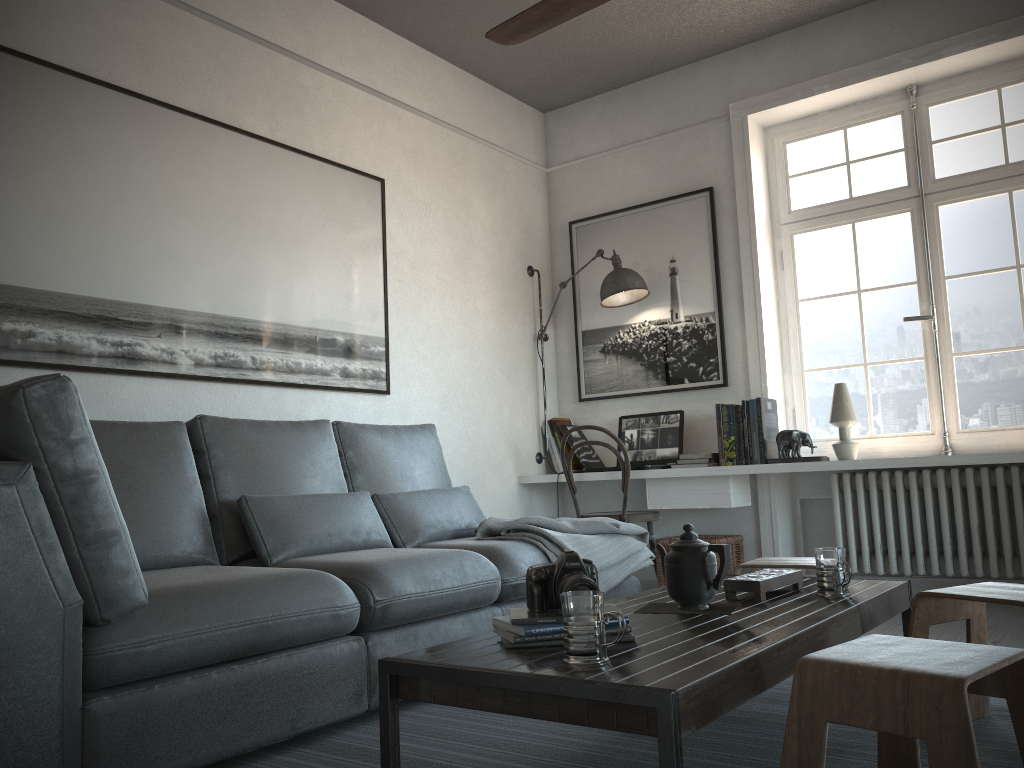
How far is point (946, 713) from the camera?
1.2m

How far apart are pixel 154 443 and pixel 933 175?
3.7m

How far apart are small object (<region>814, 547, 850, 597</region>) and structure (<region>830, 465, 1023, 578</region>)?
2.1m

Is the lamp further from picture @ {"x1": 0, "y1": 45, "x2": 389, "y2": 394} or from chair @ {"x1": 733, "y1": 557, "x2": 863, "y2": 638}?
chair @ {"x1": 733, "y1": 557, "x2": 863, "y2": 638}

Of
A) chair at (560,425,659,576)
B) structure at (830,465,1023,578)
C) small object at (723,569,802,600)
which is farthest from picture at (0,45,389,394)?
structure at (830,465,1023,578)

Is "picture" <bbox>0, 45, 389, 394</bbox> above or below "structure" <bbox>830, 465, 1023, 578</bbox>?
above

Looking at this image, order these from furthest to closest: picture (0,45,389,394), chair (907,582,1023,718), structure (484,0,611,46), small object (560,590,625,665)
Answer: picture (0,45,389,394) → structure (484,0,611,46) → chair (907,582,1023,718) → small object (560,590,625,665)

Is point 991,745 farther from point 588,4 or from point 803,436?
point 803,436

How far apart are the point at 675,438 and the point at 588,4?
2.76m

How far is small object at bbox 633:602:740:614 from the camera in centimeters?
201cm
